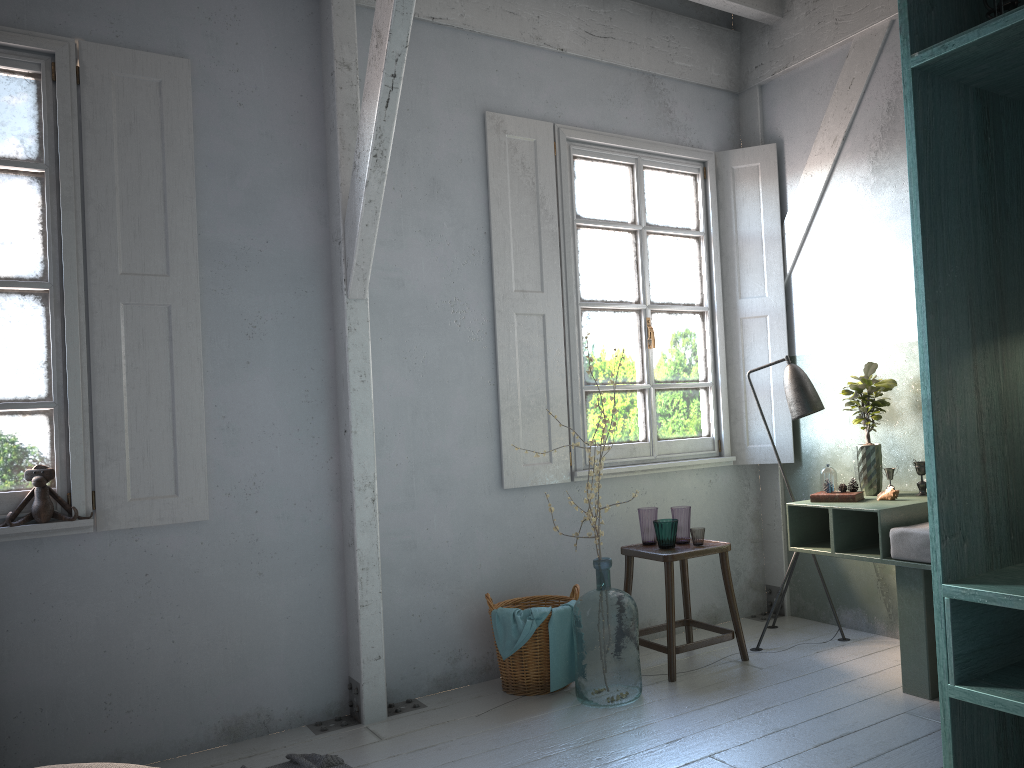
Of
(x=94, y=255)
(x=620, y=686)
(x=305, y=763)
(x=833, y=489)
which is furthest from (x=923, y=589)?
(x=94, y=255)

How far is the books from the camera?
4.60m

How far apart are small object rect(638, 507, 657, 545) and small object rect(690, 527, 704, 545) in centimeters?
28cm

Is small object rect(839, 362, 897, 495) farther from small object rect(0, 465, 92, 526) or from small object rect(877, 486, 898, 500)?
small object rect(0, 465, 92, 526)

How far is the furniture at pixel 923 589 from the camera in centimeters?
406cm

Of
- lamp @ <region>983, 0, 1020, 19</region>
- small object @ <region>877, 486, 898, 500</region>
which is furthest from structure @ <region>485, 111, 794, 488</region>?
lamp @ <region>983, 0, 1020, 19</region>

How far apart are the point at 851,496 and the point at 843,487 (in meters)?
0.15

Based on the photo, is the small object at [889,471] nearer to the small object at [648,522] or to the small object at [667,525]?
the small object at [667,525]

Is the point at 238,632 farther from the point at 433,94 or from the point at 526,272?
the point at 433,94

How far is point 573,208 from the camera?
5.54m
